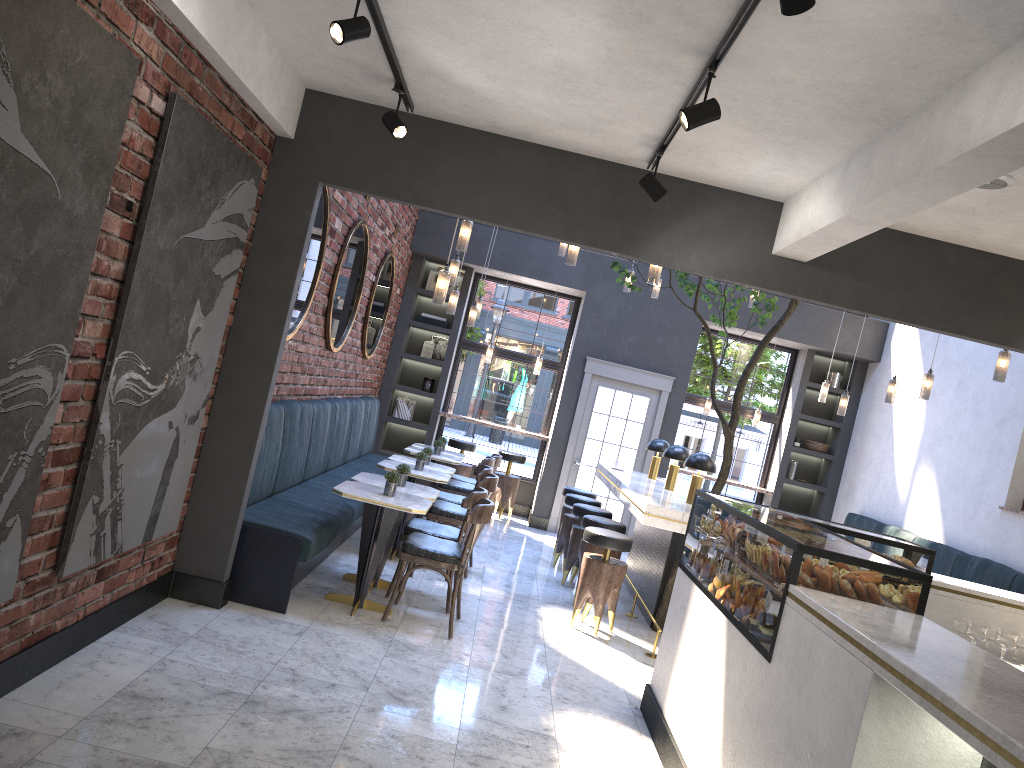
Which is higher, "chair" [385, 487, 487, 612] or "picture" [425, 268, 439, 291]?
"picture" [425, 268, 439, 291]

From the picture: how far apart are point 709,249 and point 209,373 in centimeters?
286cm

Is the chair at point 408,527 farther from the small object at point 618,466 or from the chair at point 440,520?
the small object at point 618,466

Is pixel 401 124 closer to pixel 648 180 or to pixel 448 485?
pixel 648 180

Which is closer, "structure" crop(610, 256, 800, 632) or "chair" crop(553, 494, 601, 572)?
"structure" crop(610, 256, 800, 632)

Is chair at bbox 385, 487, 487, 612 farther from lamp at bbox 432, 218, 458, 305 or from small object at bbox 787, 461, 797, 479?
small object at bbox 787, 461, 797, 479

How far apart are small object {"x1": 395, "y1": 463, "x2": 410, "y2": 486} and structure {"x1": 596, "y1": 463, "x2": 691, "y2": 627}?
1.7m

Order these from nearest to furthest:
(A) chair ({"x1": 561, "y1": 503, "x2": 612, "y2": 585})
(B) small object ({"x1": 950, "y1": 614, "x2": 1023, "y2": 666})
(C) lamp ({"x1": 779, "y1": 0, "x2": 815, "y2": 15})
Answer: (C) lamp ({"x1": 779, "y1": 0, "x2": 815, "y2": 15})
(B) small object ({"x1": 950, "y1": 614, "x2": 1023, "y2": 666})
(A) chair ({"x1": 561, "y1": 503, "x2": 612, "y2": 585})

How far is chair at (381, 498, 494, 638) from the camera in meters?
5.5 m

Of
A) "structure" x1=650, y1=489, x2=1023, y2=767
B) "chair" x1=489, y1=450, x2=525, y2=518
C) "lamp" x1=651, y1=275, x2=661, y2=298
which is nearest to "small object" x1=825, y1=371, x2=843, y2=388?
"lamp" x1=651, y1=275, x2=661, y2=298
